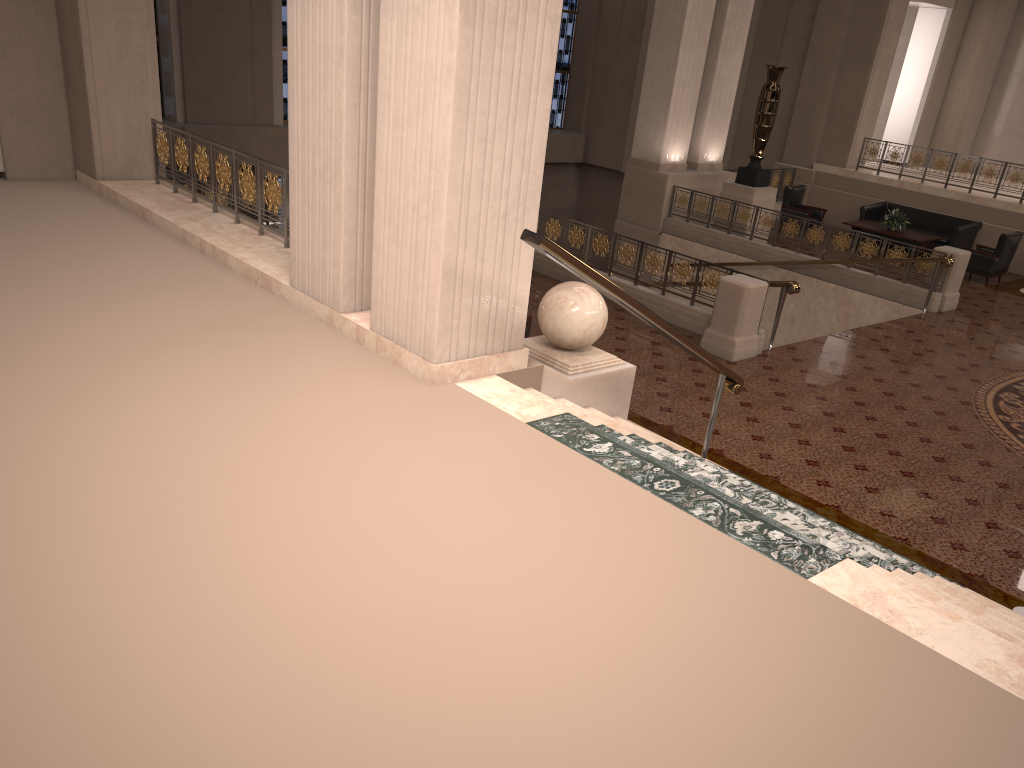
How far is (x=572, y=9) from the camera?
22.6m

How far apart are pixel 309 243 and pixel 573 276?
6.0m

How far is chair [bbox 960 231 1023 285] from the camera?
14.2m

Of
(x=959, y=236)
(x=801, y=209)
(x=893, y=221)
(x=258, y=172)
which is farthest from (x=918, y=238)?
(x=258, y=172)

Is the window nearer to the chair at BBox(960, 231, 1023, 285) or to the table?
the table

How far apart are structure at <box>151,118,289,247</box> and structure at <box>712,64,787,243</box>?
9.7 meters

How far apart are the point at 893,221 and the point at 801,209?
1.7m

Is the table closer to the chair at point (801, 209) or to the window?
the chair at point (801, 209)

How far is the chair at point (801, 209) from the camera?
A: 16.6m

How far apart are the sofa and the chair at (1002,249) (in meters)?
0.63
